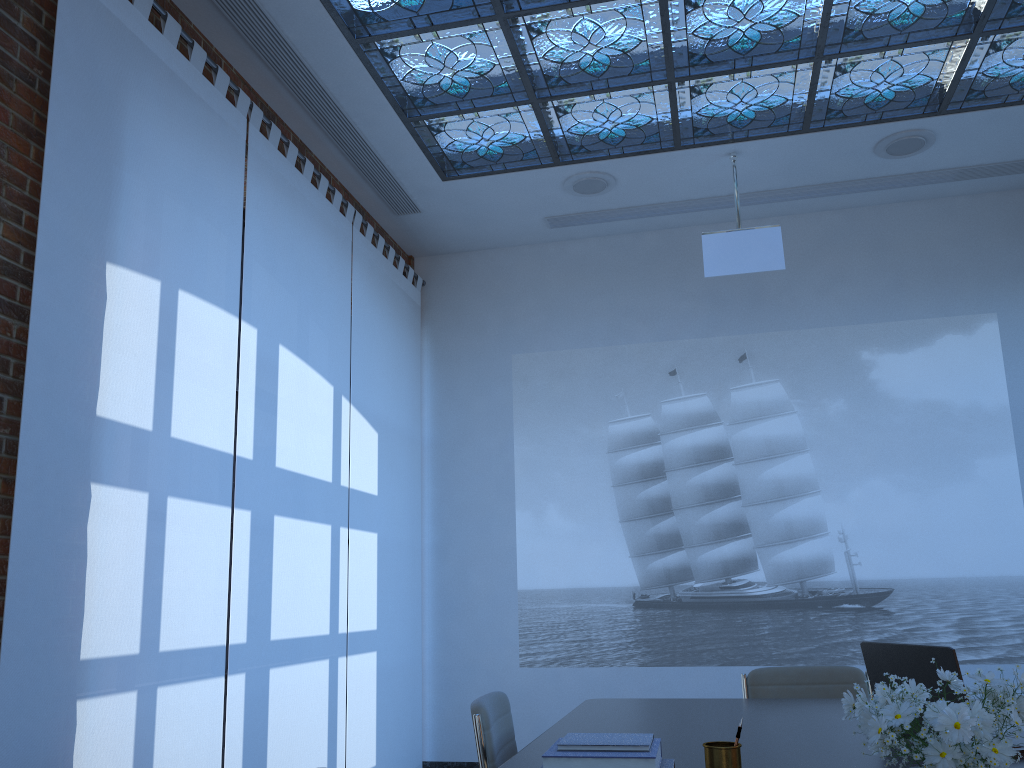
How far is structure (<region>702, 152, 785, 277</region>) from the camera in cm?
531

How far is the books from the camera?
1.8 meters

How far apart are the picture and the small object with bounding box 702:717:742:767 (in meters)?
4.18

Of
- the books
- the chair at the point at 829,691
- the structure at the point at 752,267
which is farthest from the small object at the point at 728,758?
the structure at the point at 752,267

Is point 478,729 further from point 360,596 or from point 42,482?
point 360,596

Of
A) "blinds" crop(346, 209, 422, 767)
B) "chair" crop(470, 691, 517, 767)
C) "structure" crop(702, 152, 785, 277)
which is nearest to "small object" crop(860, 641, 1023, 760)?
"chair" crop(470, 691, 517, 767)

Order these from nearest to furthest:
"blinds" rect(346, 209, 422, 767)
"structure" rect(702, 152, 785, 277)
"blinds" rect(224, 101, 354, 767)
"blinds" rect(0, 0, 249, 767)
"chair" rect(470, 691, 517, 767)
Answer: "chair" rect(470, 691, 517, 767) → "blinds" rect(0, 0, 249, 767) → "blinds" rect(224, 101, 354, 767) → "structure" rect(702, 152, 785, 277) → "blinds" rect(346, 209, 422, 767)

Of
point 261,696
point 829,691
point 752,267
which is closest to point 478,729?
point 829,691

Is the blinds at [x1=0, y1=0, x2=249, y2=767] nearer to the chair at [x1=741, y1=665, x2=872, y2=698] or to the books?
the books

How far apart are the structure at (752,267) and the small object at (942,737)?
4.0m
